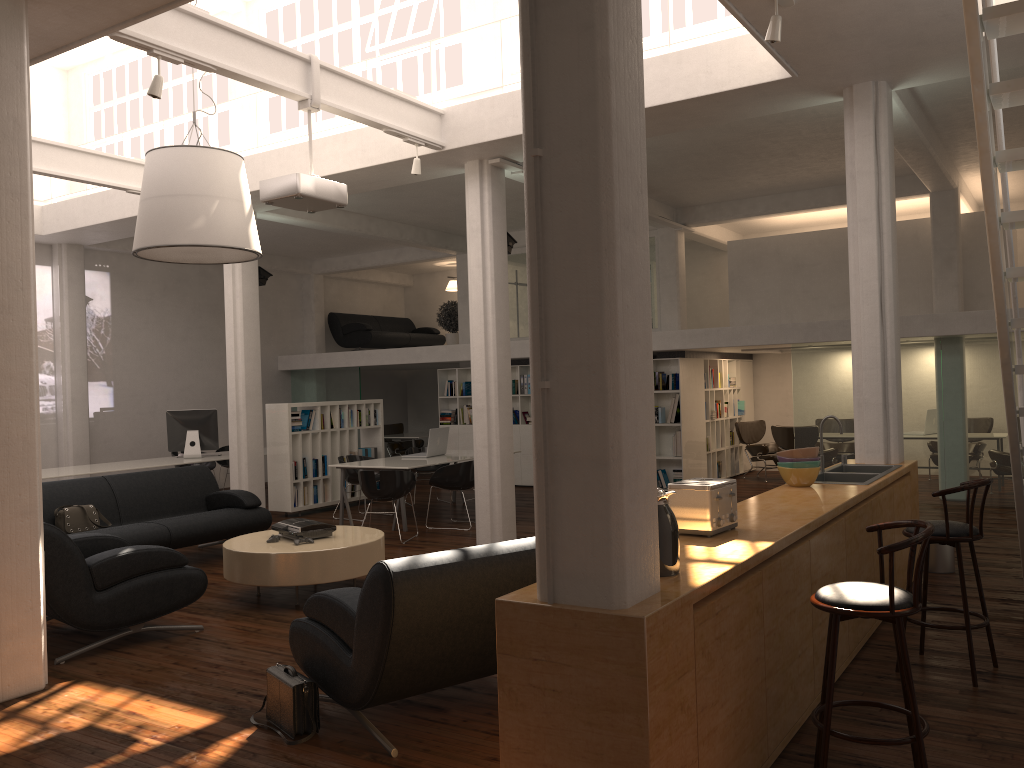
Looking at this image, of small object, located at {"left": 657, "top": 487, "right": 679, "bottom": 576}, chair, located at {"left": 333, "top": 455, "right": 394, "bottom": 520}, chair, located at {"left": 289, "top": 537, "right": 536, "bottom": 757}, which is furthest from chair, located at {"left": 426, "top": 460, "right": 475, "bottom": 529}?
small object, located at {"left": 657, "top": 487, "right": 679, "bottom": 576}

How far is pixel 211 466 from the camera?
17.6 meters

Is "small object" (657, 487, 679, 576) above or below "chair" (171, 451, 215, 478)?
above

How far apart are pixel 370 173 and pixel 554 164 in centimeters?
884cm

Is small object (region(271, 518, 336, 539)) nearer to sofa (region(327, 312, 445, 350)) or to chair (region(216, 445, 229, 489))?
chair (region(216, 445, 229, 489))

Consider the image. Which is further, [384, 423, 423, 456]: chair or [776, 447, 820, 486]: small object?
[384, 423, 423, 456]: chair

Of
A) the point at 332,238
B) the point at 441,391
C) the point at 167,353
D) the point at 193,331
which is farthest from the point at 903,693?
the point at 193,331

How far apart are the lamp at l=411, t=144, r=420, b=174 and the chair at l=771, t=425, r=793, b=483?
9.09m

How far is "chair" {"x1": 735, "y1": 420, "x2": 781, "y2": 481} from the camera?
17.8 meters

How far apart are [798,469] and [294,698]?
4.22m
